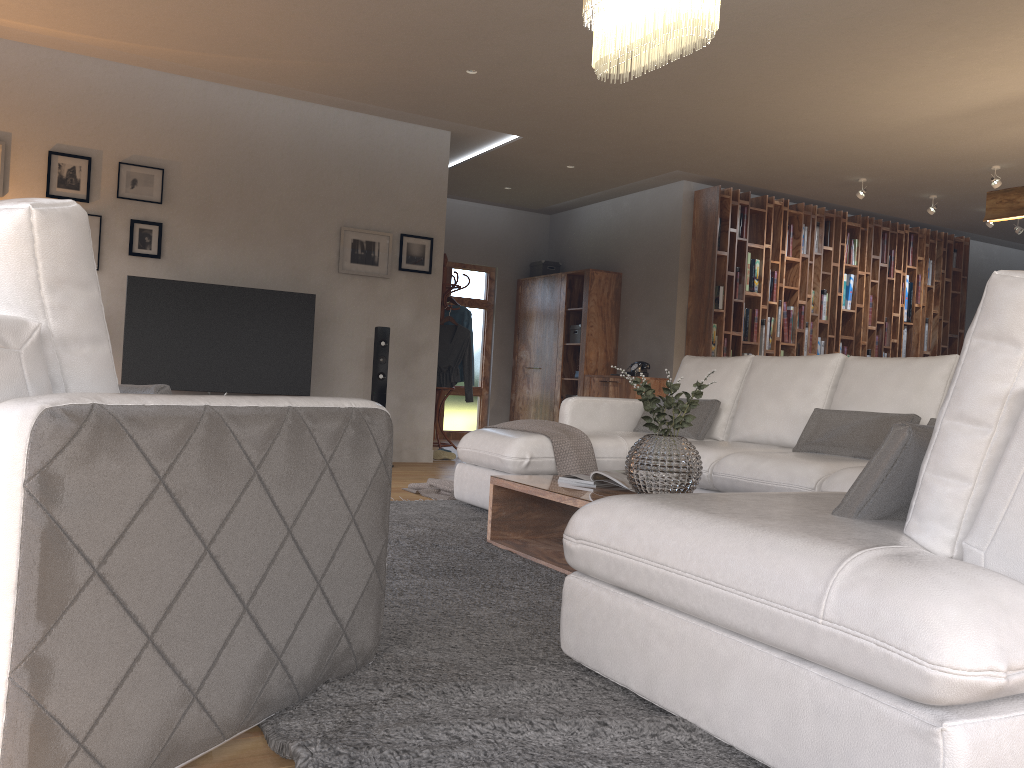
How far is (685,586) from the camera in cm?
177

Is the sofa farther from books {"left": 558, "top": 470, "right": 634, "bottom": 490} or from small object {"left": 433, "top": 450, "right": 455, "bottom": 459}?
small object {"left": 433, "top": 450, "right": 455, "bottom": 459}

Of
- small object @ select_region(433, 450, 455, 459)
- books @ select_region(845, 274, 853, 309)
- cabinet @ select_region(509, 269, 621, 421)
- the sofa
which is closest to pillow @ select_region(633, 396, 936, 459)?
the sofa

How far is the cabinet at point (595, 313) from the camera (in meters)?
9.39

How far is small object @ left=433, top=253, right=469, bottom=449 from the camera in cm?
825

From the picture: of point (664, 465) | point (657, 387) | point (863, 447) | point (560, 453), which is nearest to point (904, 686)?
point (664, 465)

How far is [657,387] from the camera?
8.66m

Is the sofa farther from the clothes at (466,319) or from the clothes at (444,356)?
the clothes at (466,319)

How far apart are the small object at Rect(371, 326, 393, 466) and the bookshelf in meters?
2.8 m

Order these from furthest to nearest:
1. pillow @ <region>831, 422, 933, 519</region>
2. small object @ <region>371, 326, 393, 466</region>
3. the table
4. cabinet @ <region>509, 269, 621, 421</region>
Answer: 1. cabinet @ <region>509, 269, 621, 421</region>
2. small object @ <region>371, 326, 393, 466</region>
3. the table
4. pillow @ <region>831, 422, 933, 519</region>
